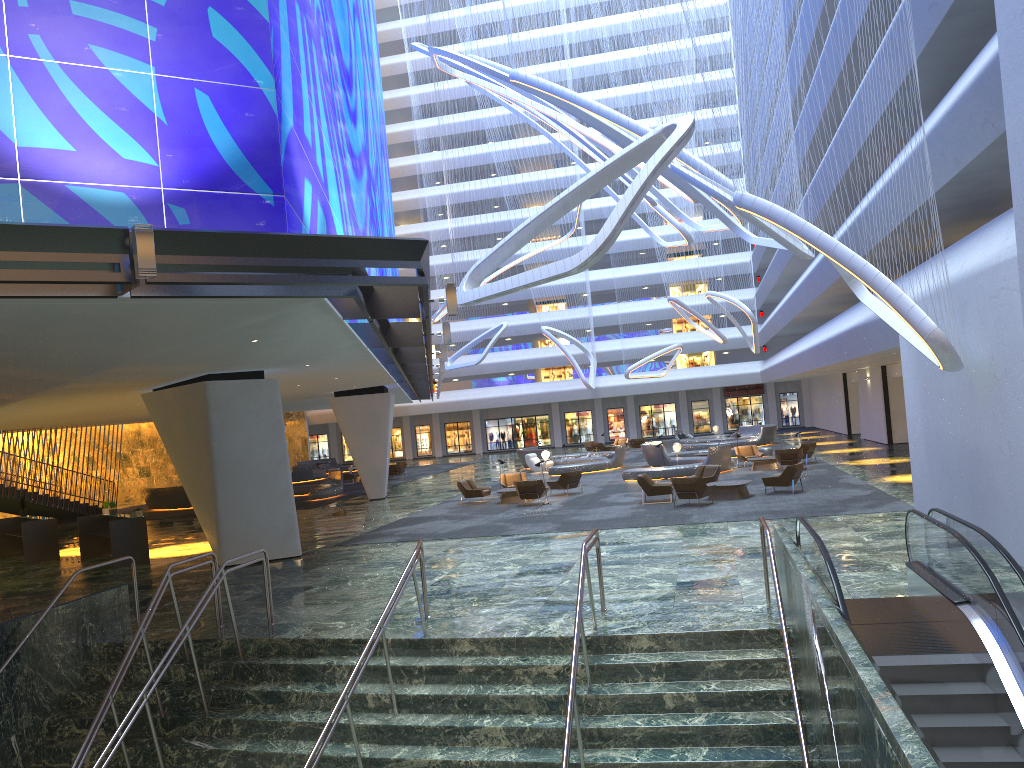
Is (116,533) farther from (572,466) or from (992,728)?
(572,466)

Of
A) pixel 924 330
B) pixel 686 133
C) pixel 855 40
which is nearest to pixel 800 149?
pixel 855 40

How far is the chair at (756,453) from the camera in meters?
33.4

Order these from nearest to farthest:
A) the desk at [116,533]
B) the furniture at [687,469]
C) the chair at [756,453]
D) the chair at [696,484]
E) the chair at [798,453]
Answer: the desk at [116,533]
the chair at [696,484]
the chair at [798,453]
the furniture at [687,469]
the chair at [756,453]

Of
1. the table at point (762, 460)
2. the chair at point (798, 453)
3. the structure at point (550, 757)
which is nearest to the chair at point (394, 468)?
the table at point (762, 460)

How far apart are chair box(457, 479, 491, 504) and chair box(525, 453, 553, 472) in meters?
12.0

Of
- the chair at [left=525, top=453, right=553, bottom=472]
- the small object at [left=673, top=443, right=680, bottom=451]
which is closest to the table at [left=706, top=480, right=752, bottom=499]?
the small object at [left=673, top=443, right=680, bottom=451]

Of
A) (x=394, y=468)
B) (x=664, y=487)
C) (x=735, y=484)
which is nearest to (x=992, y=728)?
(x=735, y=484)

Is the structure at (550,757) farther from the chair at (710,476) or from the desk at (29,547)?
the chair at (710,476)

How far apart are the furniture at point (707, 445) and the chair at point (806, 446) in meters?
12.7
